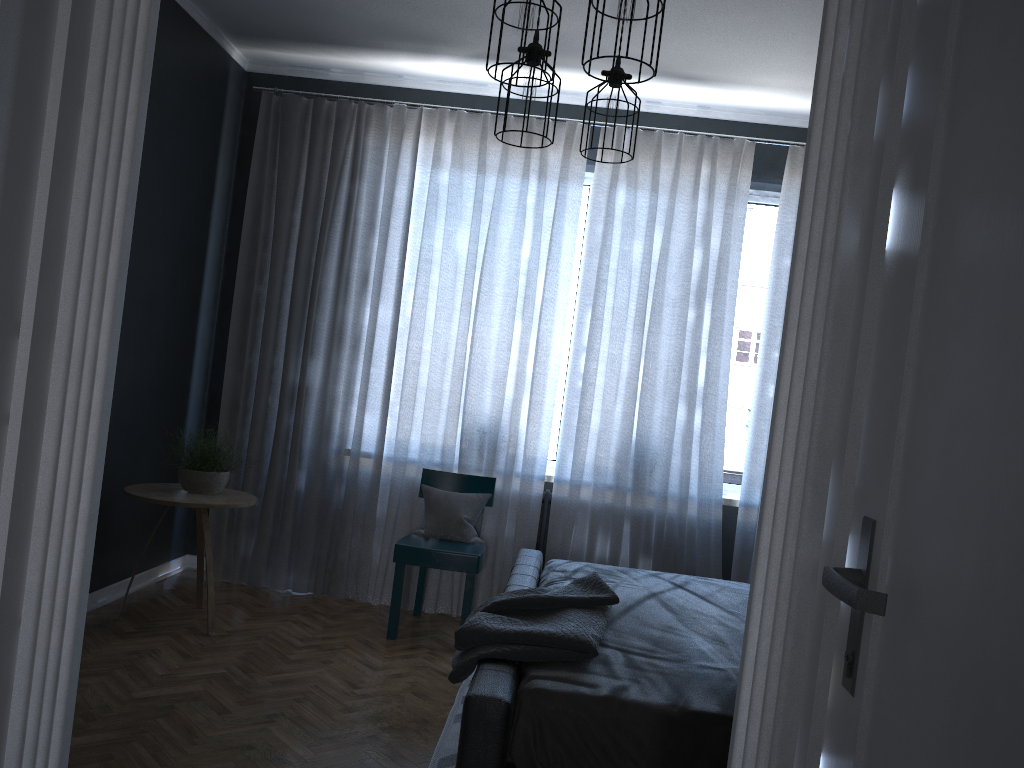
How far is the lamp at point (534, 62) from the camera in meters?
3.2

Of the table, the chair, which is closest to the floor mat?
the chair

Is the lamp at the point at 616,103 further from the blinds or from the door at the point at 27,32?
the door at the point at 27,32

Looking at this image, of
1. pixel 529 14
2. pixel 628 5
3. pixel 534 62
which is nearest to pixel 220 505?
pixel 534 62

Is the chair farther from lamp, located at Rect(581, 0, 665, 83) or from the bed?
lamp, located at Rect(581, 0, 665, 83)

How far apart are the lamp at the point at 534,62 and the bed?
1.6 meters

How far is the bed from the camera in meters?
2.1

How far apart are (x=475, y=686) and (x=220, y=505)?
2.2 meters

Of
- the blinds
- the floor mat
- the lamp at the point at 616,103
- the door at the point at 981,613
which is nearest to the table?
the blinds

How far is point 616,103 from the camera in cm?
346
